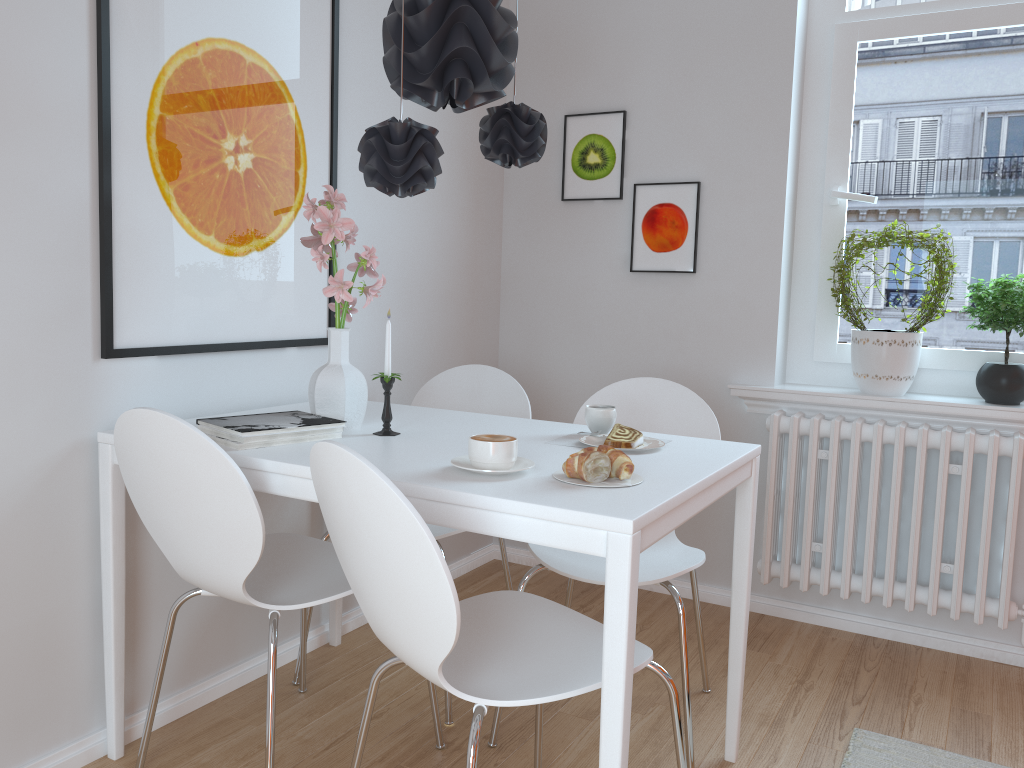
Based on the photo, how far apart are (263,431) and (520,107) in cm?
98

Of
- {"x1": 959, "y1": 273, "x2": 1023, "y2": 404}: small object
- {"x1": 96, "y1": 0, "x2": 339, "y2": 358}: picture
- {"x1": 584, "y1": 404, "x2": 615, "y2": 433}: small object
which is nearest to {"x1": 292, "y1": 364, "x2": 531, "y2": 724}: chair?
{"x1": 96, "y1": 0, "x2": 339, "y2": 358}: picture

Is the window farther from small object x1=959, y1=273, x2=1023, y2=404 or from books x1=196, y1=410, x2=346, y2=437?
books x1=196, y1=410, x2=346, y2=437

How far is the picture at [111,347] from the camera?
2.0m

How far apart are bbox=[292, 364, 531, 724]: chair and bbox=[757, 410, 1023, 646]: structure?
0.9 meters

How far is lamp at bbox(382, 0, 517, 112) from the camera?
1.8m

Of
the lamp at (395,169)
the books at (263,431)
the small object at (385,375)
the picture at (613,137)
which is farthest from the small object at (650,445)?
the picture at (613,137)

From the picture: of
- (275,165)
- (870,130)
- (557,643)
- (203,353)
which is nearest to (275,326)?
(203,353)

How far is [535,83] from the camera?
3.44m

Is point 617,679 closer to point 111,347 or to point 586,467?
point 586,467
